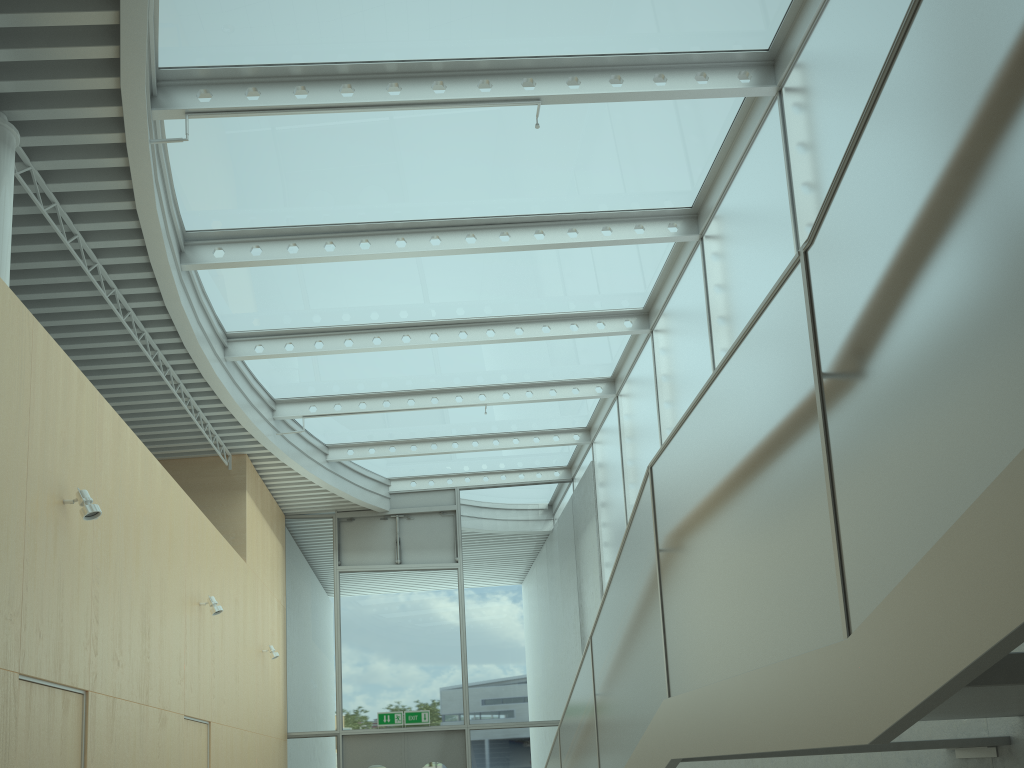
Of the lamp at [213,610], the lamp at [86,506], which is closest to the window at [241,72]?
the lamp at [86,506]

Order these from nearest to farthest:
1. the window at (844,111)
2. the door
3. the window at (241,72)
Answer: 1. the window at (844,111)
2. the window at (241,72)
3. the door

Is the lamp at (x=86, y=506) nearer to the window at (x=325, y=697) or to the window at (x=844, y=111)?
the window at (x=844, y=111)

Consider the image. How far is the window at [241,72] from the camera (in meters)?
6.08

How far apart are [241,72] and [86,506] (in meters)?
3.07

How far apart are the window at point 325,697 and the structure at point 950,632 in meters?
6.6

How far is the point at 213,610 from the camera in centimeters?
799cm

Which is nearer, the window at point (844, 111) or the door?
the window at point (844, 111)

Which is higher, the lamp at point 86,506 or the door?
the lamp at point 86,506

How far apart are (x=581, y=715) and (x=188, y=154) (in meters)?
4.97
